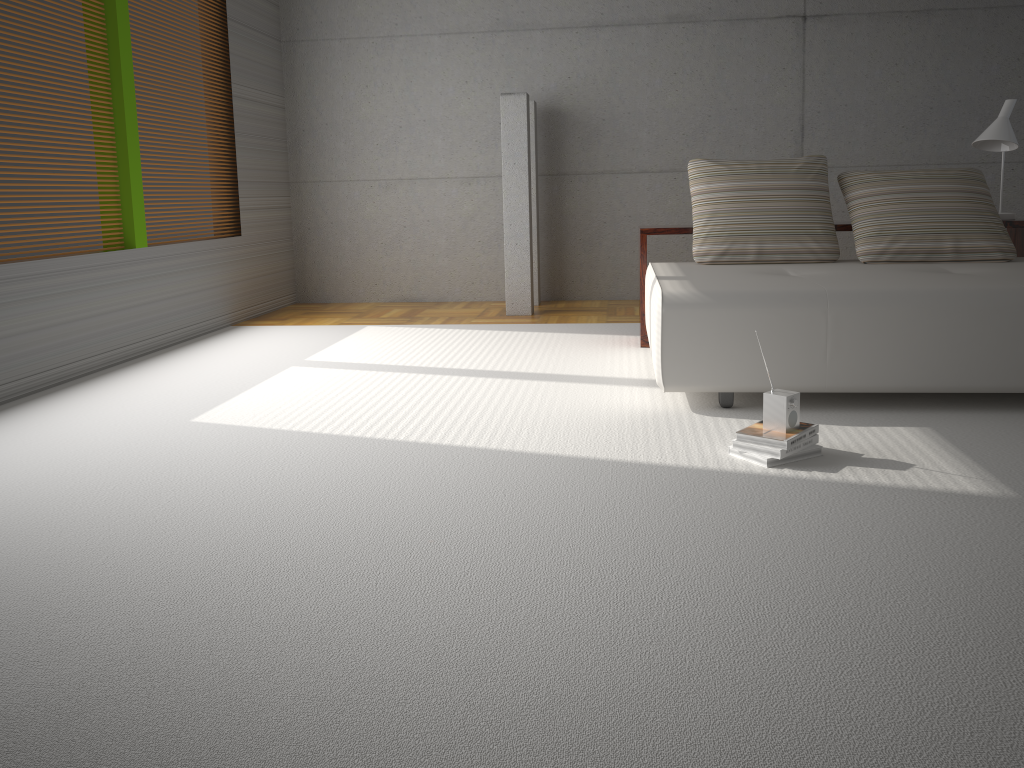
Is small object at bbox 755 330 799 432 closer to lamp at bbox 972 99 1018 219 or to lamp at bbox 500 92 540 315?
lamp at bbox 972 99 1018 219

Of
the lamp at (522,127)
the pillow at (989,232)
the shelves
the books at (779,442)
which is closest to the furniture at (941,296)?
the pillow at (989,232)

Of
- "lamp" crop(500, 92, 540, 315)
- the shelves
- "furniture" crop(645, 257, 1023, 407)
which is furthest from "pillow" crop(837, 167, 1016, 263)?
"lamp" crop(500, 92, 540, 315)

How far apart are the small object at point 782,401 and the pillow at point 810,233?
1.9 meters

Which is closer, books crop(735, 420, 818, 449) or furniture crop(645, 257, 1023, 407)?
books crop(735, 420, 818, 449)

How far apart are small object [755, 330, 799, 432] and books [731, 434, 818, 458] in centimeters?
7cm

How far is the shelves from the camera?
4.9m

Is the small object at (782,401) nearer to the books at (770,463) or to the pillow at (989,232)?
the books at (770,463)

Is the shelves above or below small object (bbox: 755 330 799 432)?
above

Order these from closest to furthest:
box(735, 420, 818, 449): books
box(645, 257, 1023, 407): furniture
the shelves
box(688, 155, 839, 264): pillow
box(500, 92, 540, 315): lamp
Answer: box(735, 420, 818, 449): books, box(645, 257, 1023, 407): furniture, box(688, 155, 839, 264): pillow, the shelves, box(500, 92, 540, 315): lamp
